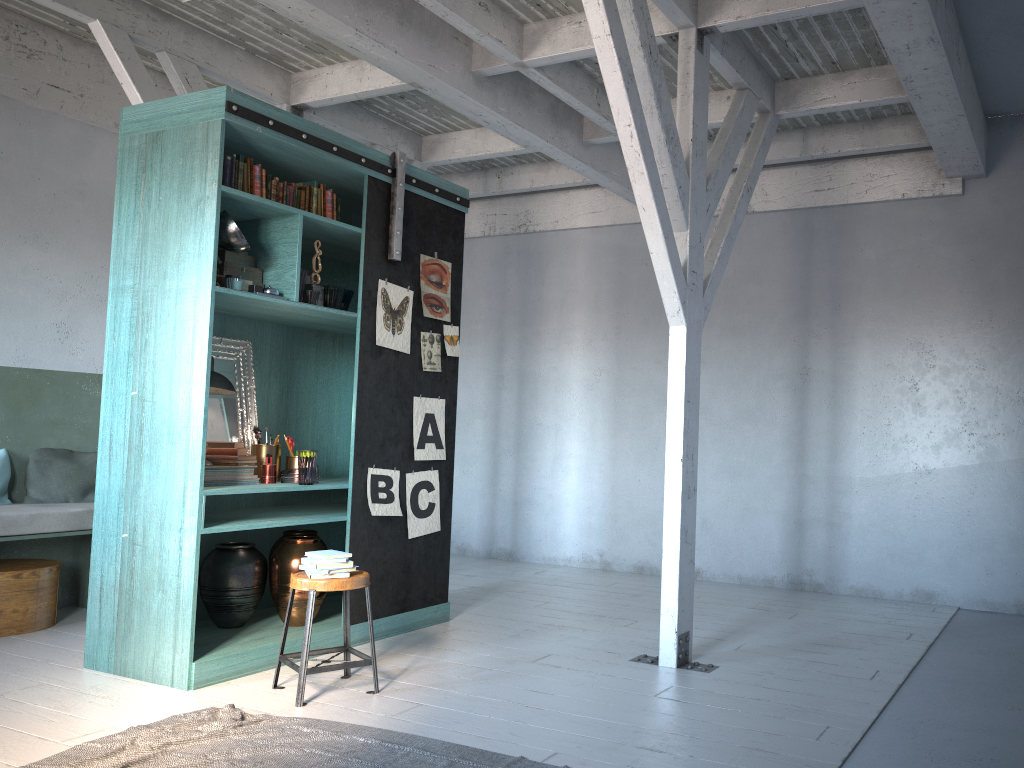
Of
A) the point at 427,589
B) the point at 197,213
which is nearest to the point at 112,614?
the point at 427,589

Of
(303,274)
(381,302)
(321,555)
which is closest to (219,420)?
(303,274)

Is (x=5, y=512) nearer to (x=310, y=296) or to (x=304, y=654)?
(x=310, y=296)

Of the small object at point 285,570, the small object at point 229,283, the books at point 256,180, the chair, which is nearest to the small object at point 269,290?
the small object at point 229,283

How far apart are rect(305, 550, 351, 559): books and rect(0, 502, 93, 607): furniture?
2.6 meters

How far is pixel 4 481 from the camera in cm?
680

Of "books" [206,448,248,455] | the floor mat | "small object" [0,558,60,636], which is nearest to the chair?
the floor mat

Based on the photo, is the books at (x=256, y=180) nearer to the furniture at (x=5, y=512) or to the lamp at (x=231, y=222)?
the lamp at (x=231, y=222)

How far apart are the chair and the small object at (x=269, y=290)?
1.82m

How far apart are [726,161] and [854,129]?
2.3 meters
